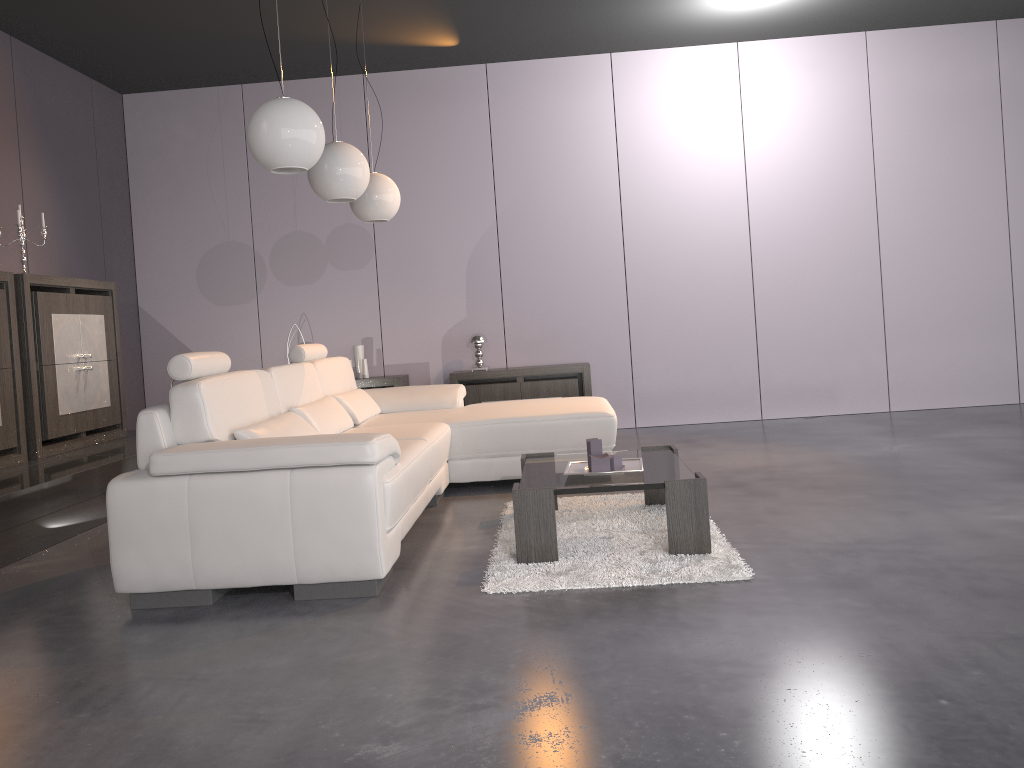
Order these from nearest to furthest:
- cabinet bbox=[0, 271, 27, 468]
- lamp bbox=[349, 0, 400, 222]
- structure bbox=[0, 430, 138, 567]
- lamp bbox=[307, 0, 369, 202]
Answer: structure bbox=[0, 430, 138, 567]
lamp bbox=[307, 0, 369, 202]
cabinet bbox=[0, 271, 27, 468]
lamp bbox=[349, 0, 400, 222]

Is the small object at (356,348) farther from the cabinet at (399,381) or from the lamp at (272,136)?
the lamp at (272,136)

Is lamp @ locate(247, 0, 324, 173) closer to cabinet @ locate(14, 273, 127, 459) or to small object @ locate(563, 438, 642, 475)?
small object @ locate(563, 438, 642, 475)

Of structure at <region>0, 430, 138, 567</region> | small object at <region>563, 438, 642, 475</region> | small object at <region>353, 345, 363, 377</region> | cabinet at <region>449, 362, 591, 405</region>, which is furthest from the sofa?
small object at <region>353, 345, 363, 377</region>

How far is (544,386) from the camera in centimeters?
671cm

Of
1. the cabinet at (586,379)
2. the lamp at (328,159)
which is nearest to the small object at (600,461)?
the lamp at (328,159)

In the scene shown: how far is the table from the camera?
3.2 meters

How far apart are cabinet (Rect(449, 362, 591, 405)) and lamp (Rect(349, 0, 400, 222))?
1.80m

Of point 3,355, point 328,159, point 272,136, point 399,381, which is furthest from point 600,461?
point 399,381

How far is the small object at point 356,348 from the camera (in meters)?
6.99
